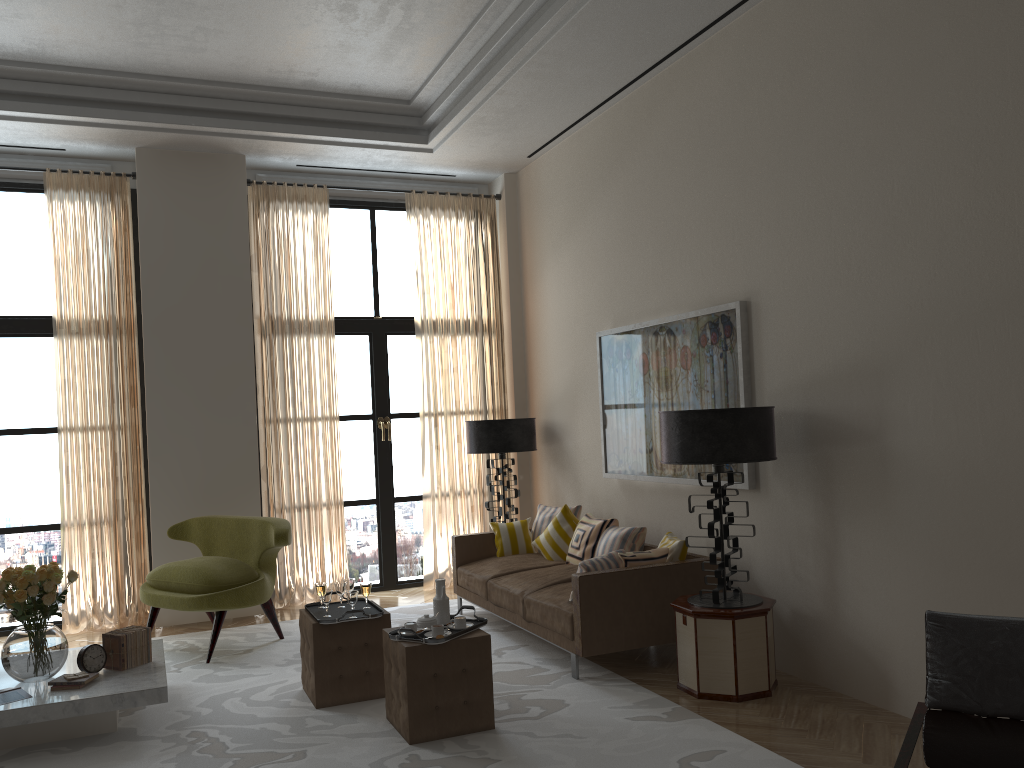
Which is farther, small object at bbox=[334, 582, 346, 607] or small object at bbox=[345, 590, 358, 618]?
small object at bbox=[334, 582, 346, 607]

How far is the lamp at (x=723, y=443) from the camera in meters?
6.1

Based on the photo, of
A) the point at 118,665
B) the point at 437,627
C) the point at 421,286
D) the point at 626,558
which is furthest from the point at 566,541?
the point at 118,665

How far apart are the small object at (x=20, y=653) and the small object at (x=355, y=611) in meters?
1.7

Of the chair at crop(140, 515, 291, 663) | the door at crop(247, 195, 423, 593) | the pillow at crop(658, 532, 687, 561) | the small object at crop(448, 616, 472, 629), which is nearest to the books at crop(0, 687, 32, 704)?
the chair at crop(140, 515, 291, 663)

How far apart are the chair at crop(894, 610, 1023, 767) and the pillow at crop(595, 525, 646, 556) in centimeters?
428cm

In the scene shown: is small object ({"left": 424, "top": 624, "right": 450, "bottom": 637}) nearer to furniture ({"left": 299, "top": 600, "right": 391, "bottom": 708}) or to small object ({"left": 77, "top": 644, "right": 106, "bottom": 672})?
furniture ({"left": 299, "top": 600, "right": 391, "bottom": 708})

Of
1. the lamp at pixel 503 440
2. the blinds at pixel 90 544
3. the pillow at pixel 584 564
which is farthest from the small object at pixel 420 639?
the blinds at pixel 90 544

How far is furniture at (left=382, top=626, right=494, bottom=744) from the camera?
5.51m

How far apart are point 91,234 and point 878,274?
7.8 meters
